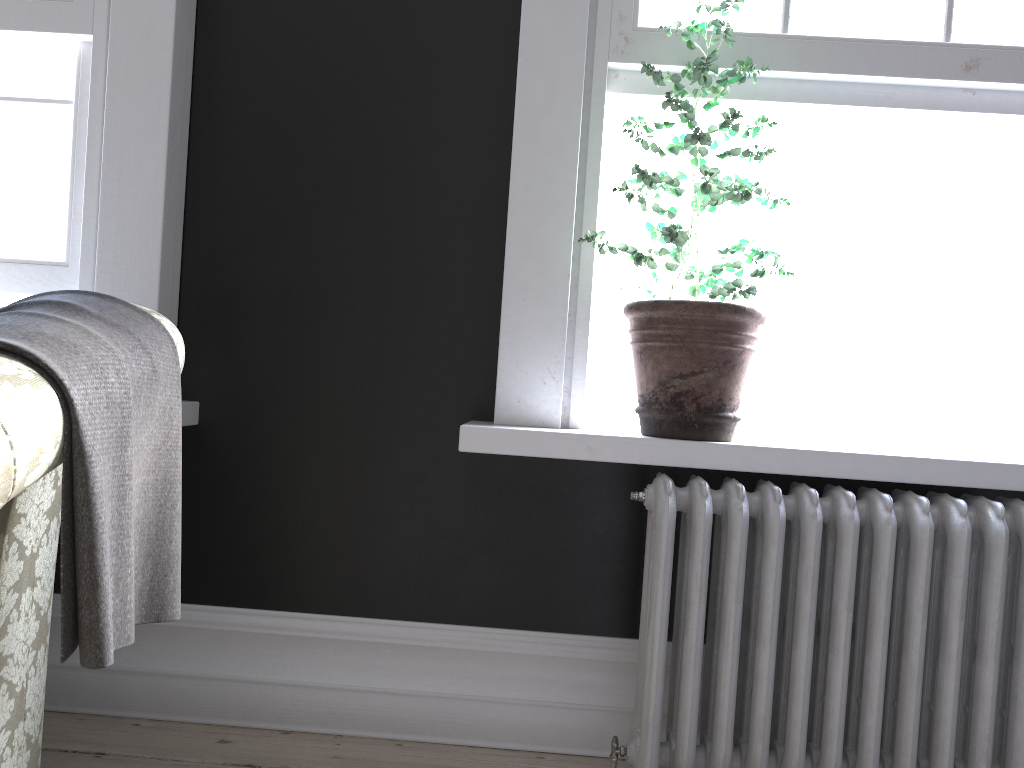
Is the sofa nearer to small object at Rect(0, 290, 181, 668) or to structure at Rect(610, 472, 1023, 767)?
small object at Rect(0, 290, 181, 668)

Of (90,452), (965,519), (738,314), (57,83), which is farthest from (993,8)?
(57,83)

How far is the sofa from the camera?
1.11m

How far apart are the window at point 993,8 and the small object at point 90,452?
1.6 meters

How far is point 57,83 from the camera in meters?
2.5

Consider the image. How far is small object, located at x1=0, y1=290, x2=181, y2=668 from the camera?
1.2 meters

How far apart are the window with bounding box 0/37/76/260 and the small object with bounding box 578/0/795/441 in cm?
150

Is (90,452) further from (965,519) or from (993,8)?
(993,8)

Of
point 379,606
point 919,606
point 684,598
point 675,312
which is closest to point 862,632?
point 919,606

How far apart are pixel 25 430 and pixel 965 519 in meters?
2.0 m
